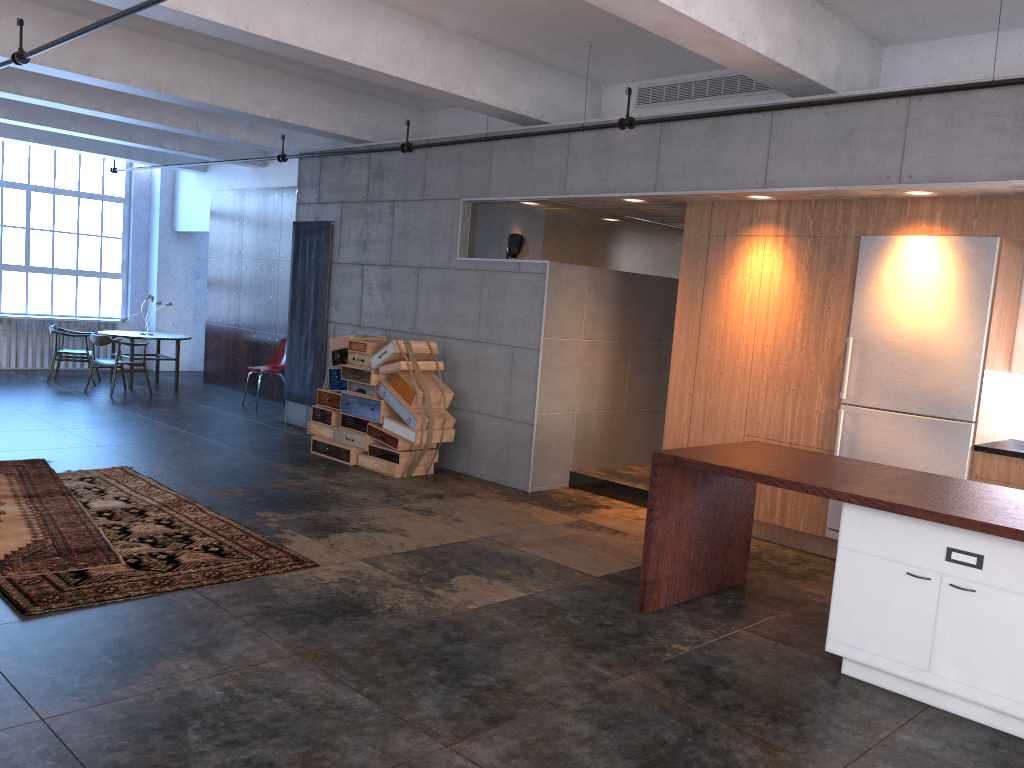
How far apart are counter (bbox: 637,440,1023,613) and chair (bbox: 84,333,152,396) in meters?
9.7

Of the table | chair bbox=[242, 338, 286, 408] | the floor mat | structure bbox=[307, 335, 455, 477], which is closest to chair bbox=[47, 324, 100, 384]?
the table

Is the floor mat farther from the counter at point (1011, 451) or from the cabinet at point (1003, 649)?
the counter at point (1011, 451)

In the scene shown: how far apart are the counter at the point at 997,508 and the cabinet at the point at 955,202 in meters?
1.1 m

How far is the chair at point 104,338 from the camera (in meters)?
12.33

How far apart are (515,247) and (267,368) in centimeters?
554cm

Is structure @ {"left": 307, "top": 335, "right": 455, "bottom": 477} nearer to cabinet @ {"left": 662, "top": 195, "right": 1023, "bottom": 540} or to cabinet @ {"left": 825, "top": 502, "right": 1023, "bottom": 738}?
cabinet @ {"left": 662, "top": 195, "right": 1023, "bottom": 540}

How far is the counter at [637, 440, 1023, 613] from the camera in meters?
4.1 m

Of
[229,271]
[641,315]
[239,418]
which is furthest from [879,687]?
[229,271]

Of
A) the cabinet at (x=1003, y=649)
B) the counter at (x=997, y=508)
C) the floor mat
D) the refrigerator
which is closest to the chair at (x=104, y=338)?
the floor mat
